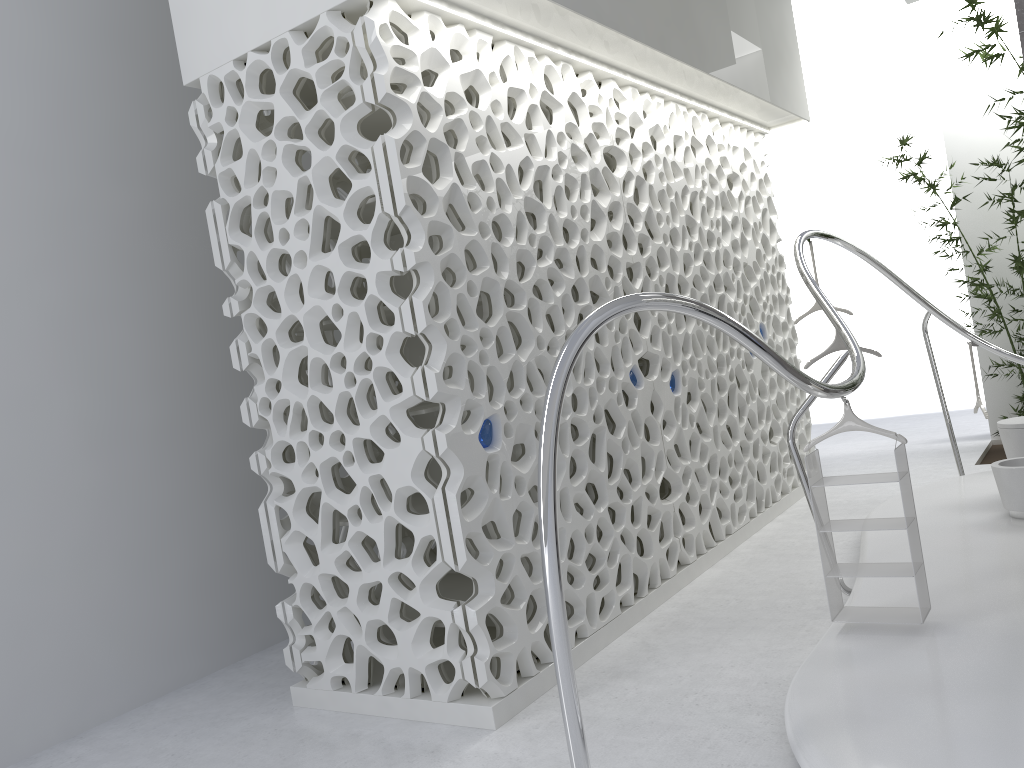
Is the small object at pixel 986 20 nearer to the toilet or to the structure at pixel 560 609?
the structure at pixel 560 609

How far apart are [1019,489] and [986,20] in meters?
4.2

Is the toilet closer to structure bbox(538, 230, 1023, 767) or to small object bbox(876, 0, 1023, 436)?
structure bbox(538, 230, 1023, 767)

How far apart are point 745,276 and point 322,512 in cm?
414

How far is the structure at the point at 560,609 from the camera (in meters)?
2.68

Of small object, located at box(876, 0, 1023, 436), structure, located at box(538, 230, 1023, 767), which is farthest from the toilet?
small object, located at box(876, 0, 1023, 436)

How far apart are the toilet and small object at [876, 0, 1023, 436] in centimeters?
289cm

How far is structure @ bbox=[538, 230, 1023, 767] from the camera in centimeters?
268cm

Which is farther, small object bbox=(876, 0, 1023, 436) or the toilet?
small object bbox=(876, 0, 1023, 436)

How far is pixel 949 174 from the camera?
8.50m
